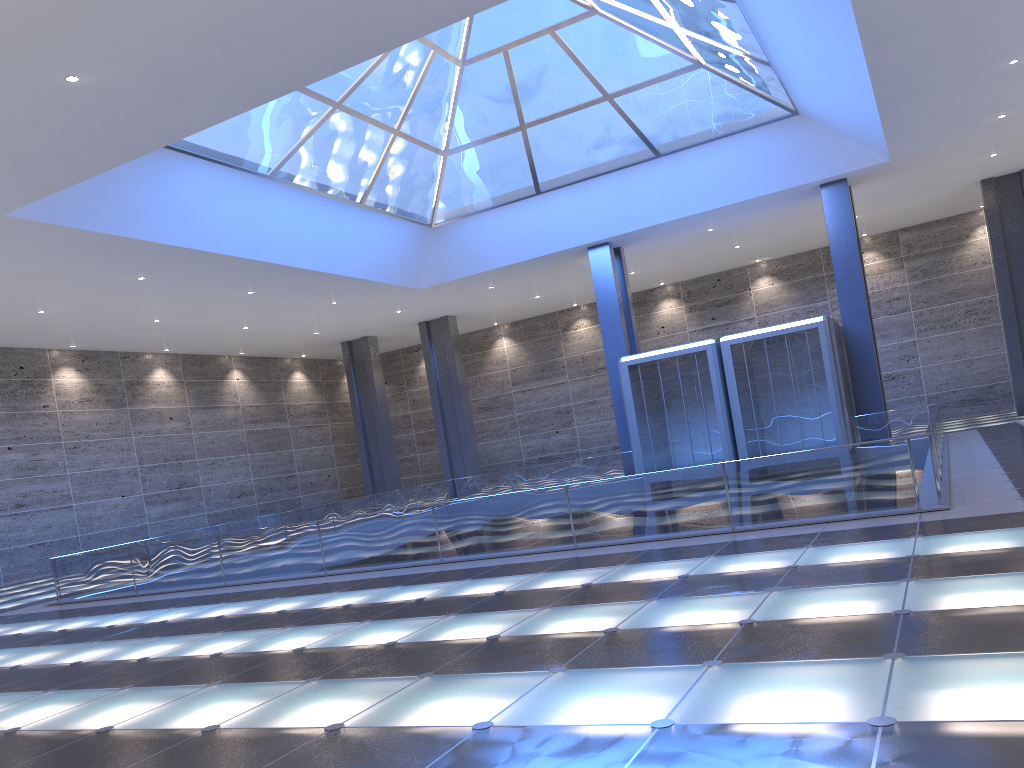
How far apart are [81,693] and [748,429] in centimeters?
2497cm

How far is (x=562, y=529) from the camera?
14.52m
